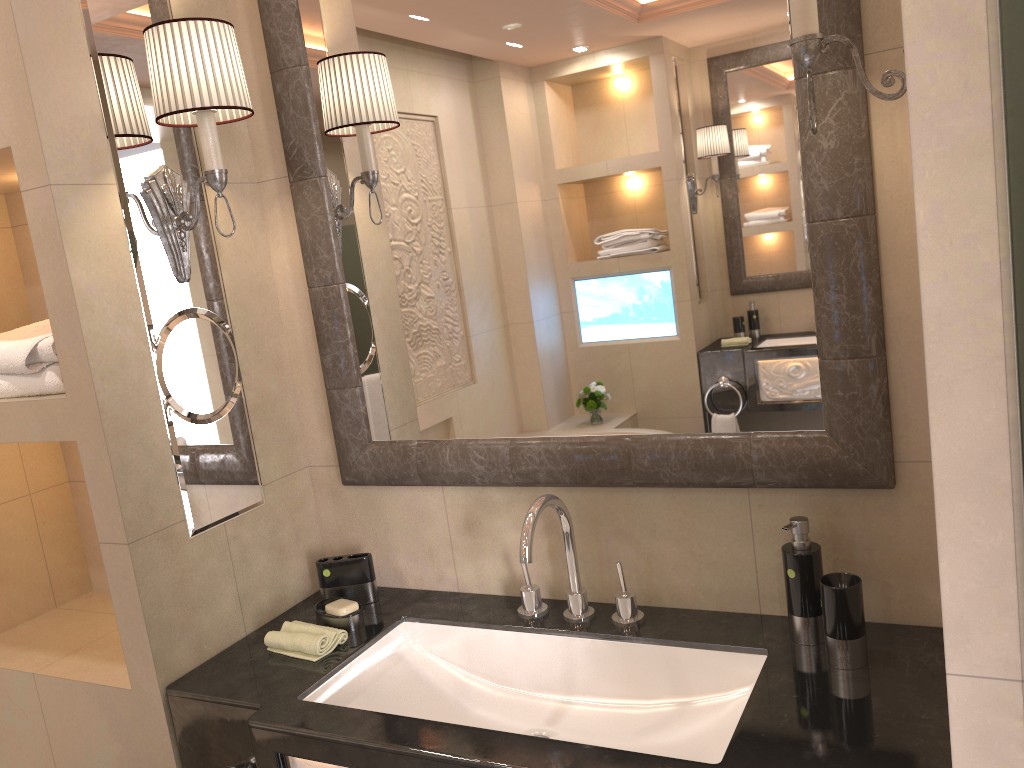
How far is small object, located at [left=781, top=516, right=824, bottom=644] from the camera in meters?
1.4

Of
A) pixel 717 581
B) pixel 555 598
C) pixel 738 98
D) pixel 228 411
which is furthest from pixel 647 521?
pixel 228 411

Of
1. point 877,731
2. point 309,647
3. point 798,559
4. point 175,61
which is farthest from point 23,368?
point 877,731

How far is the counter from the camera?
1.2 meters

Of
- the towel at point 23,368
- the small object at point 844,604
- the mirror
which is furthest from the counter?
the towel at point 23,368

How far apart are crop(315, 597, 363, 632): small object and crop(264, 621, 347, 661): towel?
0.0m

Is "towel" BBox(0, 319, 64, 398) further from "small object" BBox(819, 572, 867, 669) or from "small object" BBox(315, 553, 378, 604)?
"small object" BBox(819, 572, 867, 669)

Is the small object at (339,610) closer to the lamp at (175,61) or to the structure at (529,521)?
the structure at (529,521)

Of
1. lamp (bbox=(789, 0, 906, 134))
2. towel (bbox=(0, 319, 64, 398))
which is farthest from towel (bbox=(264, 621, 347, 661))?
lamp (bbox=(789, 0, 906, 134))

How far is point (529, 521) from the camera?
1.5m
